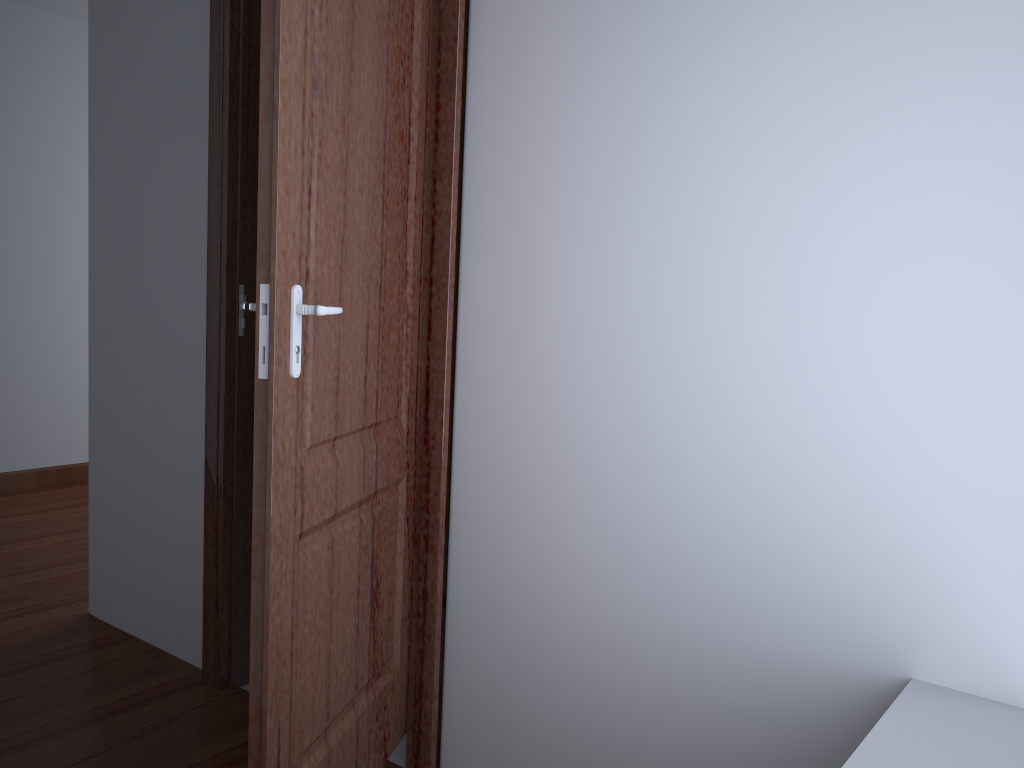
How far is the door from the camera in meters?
1.3 m

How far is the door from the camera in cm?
129

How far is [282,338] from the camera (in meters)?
1.29

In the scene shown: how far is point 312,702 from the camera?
1.5 meters

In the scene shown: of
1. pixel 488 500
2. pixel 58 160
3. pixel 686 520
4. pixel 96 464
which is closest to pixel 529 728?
pixel 488 500
